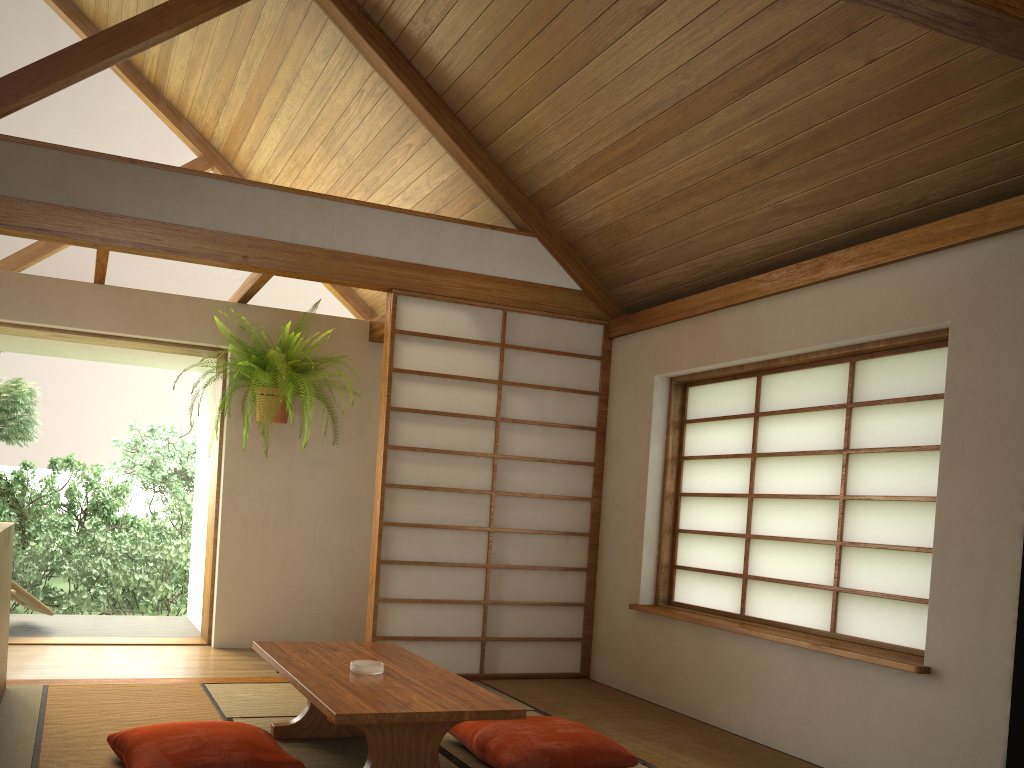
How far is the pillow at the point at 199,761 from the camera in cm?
261

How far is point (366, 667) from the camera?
3.0 meters

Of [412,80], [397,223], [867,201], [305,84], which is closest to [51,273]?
[305,84]

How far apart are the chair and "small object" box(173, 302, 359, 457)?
1.91m

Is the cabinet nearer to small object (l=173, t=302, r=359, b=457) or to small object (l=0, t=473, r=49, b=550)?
small object (l=0, t=473, r=49, b=550)

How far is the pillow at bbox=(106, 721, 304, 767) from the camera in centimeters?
261cm

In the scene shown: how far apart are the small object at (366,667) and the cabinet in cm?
134

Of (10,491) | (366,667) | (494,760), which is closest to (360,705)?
(366,667)

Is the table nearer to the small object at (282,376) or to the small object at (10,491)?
the small object at (10,491)

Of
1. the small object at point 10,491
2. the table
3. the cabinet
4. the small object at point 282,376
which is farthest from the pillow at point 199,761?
the small object at point 282,376
